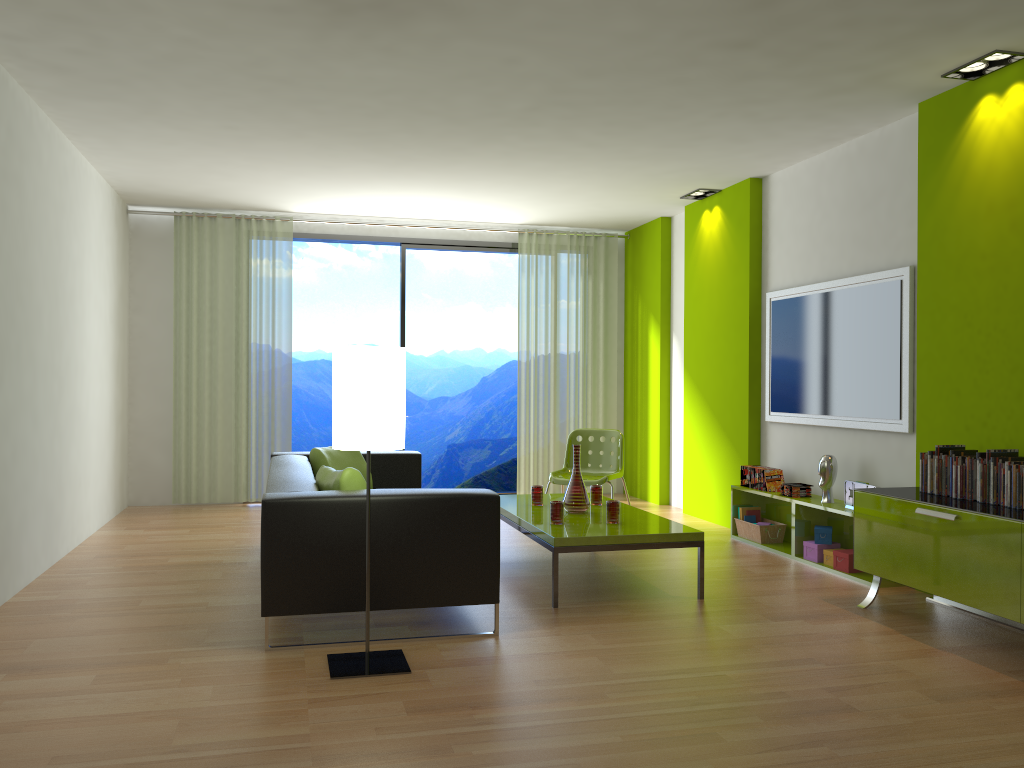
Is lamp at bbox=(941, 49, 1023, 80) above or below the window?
above

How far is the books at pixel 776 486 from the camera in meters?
6.0 m

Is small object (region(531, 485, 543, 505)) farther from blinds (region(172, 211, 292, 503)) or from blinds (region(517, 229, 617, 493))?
blinds (region(172, 211, 292, 503))

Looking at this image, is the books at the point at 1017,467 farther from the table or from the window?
the window

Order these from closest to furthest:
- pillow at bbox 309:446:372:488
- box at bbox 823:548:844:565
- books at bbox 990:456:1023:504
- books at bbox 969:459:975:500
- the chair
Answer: books at bbox 990:456:1023:504 → books at bbox 969:459:975:500 → box at bbox 823:548:844:565 → pillow at bbox 309:446:372:488 → the chair

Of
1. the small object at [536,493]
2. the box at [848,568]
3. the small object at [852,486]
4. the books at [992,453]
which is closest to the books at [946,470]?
the books at [992,453]

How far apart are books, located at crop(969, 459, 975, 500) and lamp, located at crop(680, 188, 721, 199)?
3.7m

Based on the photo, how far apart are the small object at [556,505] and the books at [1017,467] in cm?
215

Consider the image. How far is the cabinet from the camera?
3.55m

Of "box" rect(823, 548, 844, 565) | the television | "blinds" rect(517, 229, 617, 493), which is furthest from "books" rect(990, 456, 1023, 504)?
"blinds" rect(517, 229, 617, 493)
